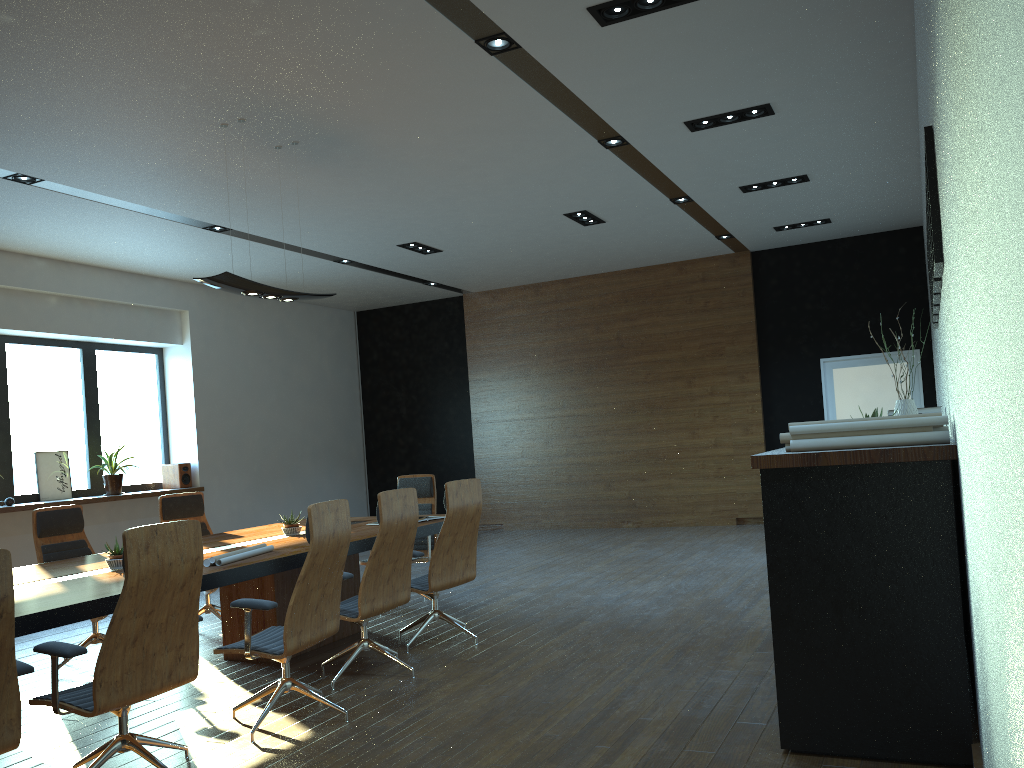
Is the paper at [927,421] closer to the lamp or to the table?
the table

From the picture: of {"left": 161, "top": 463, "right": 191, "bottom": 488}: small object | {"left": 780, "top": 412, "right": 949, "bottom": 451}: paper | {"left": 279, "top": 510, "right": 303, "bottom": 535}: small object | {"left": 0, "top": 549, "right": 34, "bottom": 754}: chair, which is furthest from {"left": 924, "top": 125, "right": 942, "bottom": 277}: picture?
{"left": 161, "top": 463, "right": 191, "bottom": 488}: small object

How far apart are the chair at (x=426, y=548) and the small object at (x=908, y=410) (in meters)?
4.27

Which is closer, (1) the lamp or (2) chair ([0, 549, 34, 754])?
(2) chair ([0, 549, 34, 754])

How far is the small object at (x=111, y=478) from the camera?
10.3m

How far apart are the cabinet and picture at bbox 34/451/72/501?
8.9m

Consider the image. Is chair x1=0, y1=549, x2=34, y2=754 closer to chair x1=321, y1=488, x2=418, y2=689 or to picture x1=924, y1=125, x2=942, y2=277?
chair x1=321, y1=488, x2=418, y2=689

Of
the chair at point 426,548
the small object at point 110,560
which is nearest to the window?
the chair at point 426,548

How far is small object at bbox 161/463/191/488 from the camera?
11.24m

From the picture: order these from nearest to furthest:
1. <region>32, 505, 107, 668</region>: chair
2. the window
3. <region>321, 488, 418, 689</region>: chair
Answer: <region>321, 488, 418, 689</region>: chair → <region>32, 505, 107, 668</region>: chair → the window
